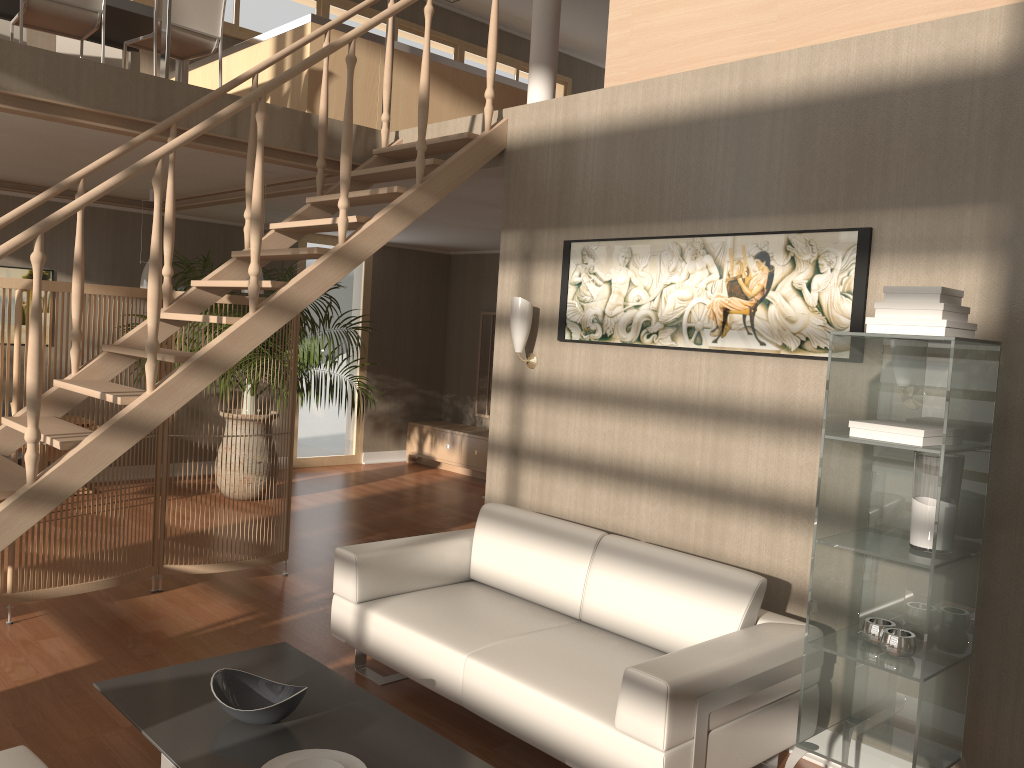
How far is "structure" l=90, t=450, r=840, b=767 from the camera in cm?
331

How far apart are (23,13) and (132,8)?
0.76m

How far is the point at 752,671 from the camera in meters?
2.8 m

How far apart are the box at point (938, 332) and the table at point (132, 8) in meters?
5.0

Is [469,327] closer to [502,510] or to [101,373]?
[101,373]

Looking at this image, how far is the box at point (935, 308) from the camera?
2.5m

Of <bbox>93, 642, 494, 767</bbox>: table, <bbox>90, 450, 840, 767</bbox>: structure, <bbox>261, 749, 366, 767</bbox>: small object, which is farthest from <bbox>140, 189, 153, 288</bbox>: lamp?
<bbox>261, 749, 366, 767</bbox>: small object

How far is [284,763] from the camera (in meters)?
2.45

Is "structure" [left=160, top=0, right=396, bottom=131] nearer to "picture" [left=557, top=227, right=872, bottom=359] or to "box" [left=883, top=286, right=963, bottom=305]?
"picture" [left=557, top=227, right=872, bottom=359]

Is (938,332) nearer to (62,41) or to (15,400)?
(15,400)
